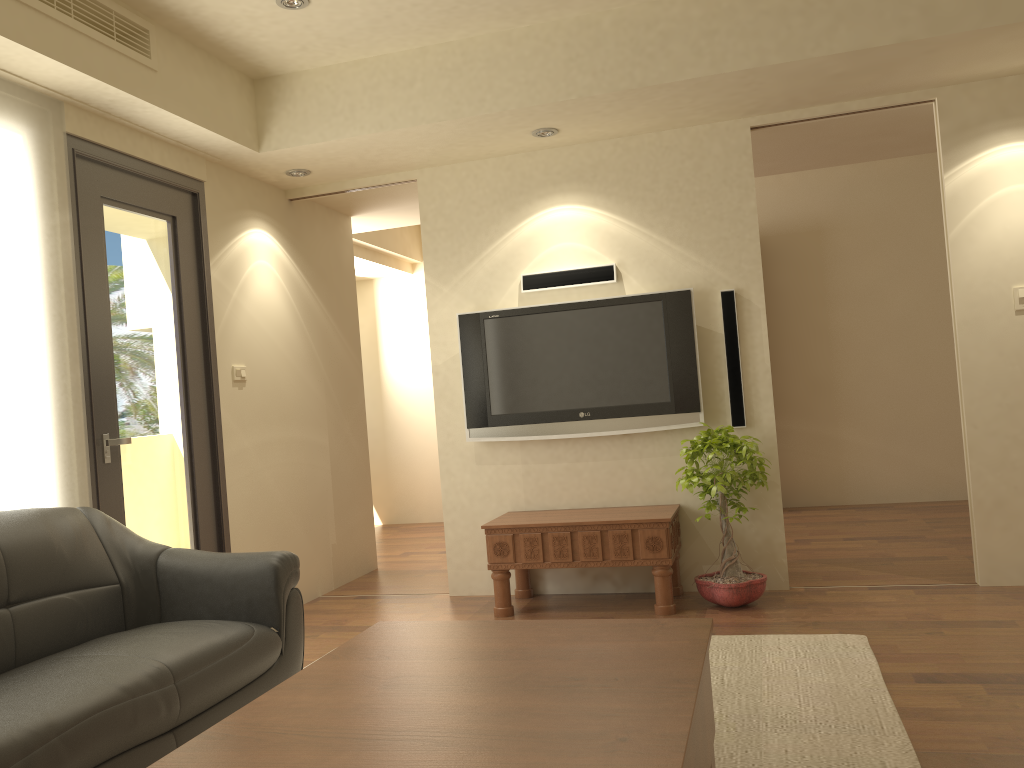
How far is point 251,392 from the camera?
5.10m

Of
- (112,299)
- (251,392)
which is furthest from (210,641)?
(251,392)

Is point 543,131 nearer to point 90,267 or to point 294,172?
point 294,172

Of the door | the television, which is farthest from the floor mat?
the door

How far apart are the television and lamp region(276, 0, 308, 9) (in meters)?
1.91

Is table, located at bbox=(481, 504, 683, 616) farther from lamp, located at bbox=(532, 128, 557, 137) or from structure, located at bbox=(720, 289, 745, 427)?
lamp, located at bbox=(532, 128, 557, 137)

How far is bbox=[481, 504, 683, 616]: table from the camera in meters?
4.5

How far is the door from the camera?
4.0m

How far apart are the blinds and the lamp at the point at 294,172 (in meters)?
1.55

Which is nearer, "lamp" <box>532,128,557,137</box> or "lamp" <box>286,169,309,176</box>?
"lamp" <box>532,128,557,137</box>
